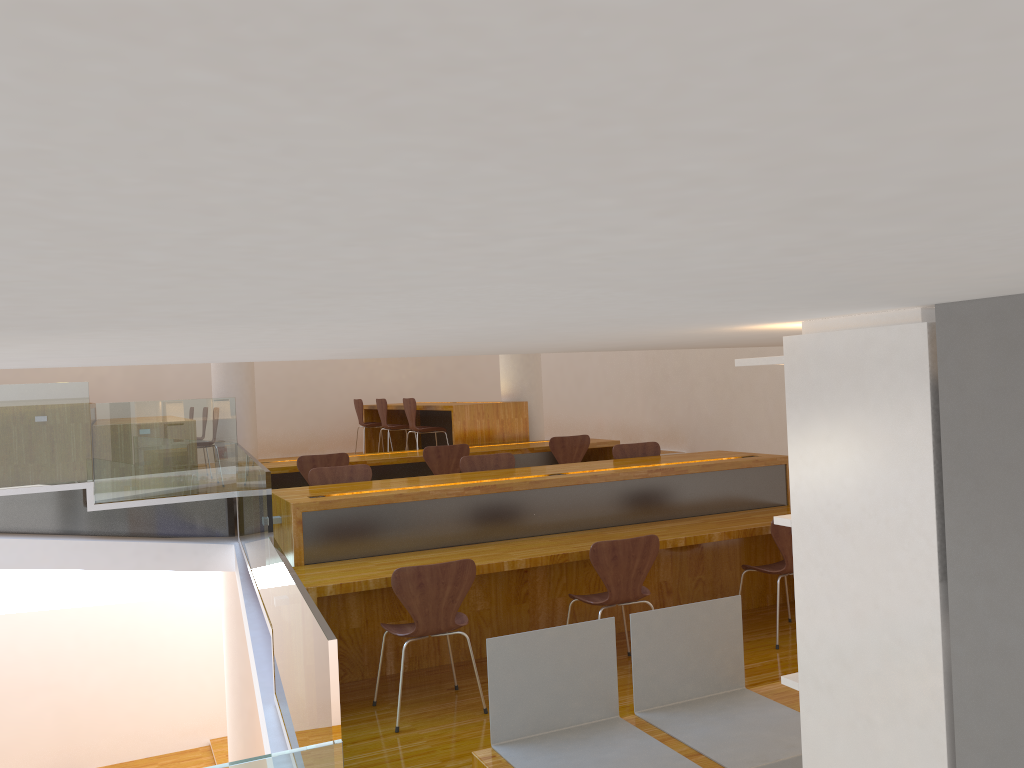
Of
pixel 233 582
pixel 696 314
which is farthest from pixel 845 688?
pixel 233 582

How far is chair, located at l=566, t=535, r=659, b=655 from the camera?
Answer: 4.21m

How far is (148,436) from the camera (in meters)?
6.99

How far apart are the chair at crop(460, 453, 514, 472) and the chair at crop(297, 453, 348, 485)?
1.3 meters

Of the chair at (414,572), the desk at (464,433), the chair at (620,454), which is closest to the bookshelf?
the chair at (414,572)

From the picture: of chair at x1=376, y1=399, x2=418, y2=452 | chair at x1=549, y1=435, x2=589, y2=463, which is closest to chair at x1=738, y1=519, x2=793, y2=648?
chair at x1=549, y1=435, x2=589, y2=463

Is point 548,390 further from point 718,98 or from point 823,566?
point 718,98

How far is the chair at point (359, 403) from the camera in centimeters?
1044cm

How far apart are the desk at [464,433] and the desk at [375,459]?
0.1m

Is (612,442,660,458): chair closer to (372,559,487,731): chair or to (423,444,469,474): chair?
(423,444,469,474): chair
